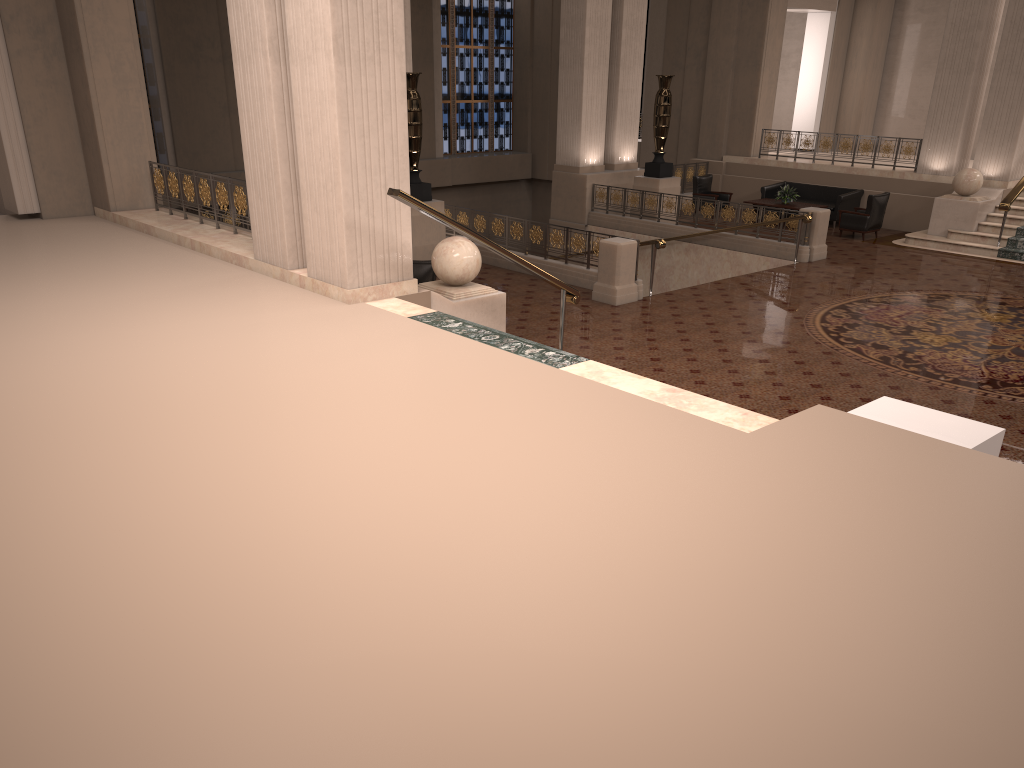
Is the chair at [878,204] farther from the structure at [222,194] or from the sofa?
the structure at [222,194]

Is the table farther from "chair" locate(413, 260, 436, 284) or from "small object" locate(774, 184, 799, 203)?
"chair" locate(413, 260, 436, 284)

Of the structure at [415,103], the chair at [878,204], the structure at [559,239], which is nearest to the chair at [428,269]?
the structure at [559,239]

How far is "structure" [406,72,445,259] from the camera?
13.71m

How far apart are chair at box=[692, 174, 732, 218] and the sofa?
0.75m

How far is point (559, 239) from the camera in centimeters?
1331cm

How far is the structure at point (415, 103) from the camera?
13.71m

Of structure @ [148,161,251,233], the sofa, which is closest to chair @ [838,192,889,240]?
the sofa

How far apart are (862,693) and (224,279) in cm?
735

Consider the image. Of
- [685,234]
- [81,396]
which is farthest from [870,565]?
[685,234]
